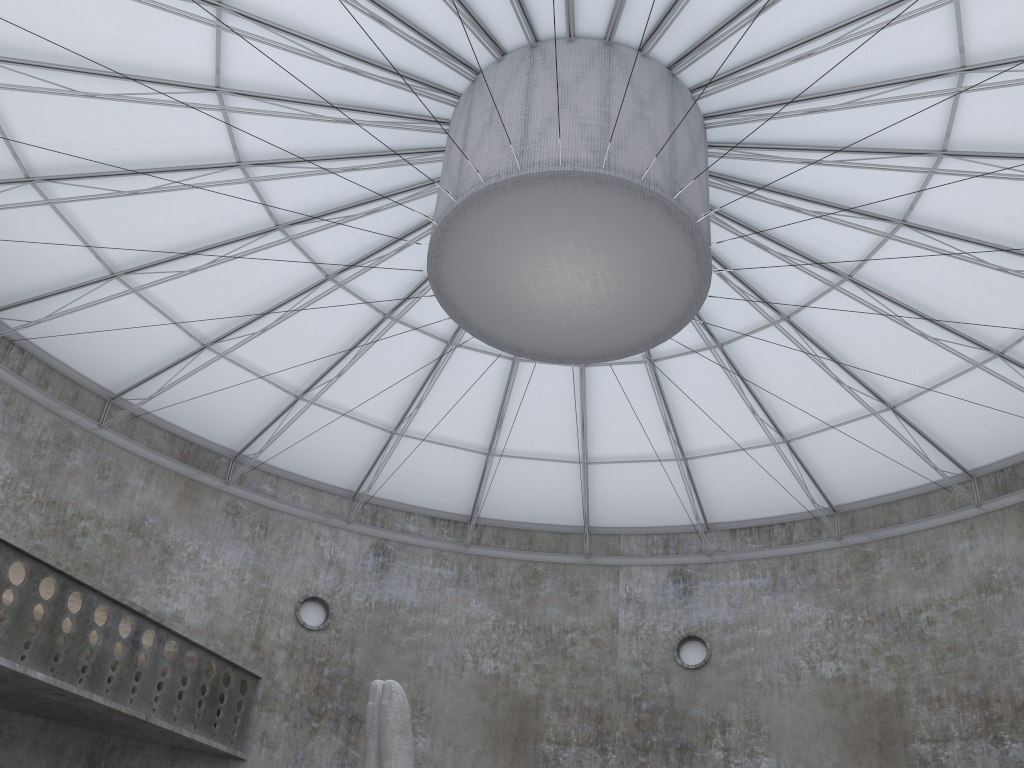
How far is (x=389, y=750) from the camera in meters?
14.9 m

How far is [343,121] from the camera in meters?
22.4

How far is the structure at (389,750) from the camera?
14.9 meters

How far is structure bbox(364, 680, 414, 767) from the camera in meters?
14.9
